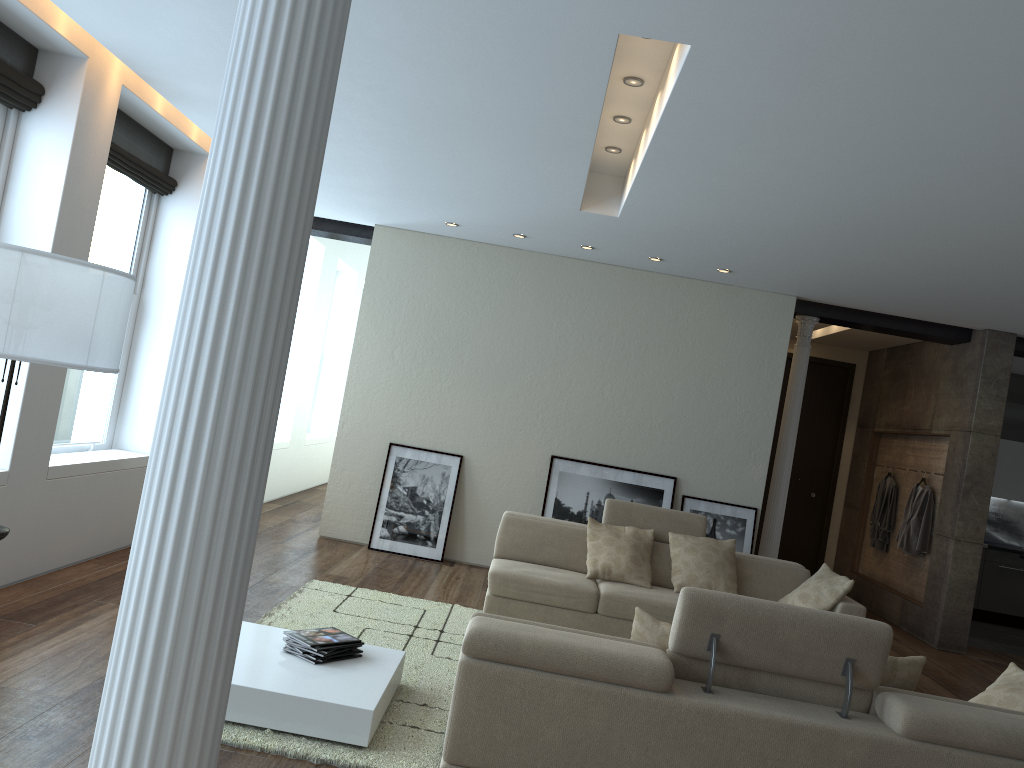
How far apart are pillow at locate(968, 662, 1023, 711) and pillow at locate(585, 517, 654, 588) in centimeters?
269cm

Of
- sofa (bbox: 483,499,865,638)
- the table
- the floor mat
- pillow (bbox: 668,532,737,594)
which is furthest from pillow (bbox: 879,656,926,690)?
pillow (bbox: 668,532,737,594)

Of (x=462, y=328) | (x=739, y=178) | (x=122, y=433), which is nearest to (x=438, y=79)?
(x=739, y=178)

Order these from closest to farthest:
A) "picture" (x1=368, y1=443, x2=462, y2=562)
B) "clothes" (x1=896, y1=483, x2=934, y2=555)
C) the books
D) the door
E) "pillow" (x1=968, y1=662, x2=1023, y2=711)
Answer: "pillow" (x1=968, y1=662, x2=1023, y2=711) < the books < "picture" (x1=368, y1=443, x2=462, y2=562) < "clothes" (x1=896, y1=483, x2=934, y2=555) < the door

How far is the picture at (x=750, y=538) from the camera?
8.2 meters

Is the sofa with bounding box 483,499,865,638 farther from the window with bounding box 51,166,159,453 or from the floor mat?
the window with bounding box 51,166,159,453

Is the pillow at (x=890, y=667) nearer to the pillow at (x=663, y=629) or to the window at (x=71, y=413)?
the pillow at (x=663, y=629)

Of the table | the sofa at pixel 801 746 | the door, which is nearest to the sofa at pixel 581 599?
the table

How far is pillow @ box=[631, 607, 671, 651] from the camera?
3.46m

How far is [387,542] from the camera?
8.1m
